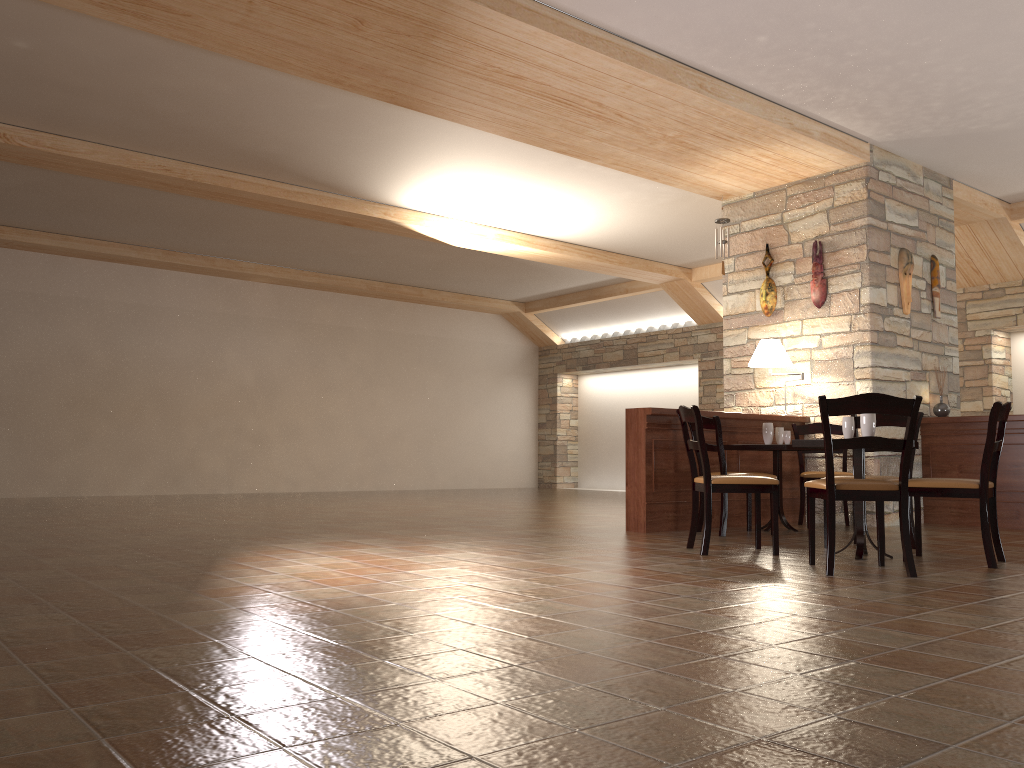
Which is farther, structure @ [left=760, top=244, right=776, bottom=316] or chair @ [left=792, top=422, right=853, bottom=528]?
structure @ [left=760, top=244, right=776, bottom=316]

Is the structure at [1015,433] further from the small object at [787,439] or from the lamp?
the small object at [787,439]

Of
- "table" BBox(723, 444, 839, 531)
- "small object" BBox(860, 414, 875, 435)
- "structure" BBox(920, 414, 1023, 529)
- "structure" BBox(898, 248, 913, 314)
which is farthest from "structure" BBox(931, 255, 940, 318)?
"small object" BBox(860, 414, 875, 435)

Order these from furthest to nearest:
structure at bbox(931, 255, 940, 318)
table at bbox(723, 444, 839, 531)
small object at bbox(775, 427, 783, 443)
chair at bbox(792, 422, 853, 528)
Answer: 1. structure at bbox(931, 255, 940, 318)
2. chair at bbox(792, 422, 853, 528)
3. small object at bbox(775, 427, 783, 443)
4. table at bbox(723, 444, 839, 531)

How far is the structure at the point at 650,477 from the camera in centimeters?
650cm

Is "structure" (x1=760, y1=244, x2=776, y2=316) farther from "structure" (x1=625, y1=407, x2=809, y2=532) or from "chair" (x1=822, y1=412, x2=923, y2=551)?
"chair" (x1=822, y1=412, x2=923, y2=551)

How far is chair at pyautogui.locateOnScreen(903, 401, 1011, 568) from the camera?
4.52m

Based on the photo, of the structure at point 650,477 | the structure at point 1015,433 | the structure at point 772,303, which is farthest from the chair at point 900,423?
the structure at point 772,303

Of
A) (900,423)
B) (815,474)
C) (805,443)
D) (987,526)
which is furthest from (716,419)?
(987,526)

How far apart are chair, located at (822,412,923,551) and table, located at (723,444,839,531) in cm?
78
